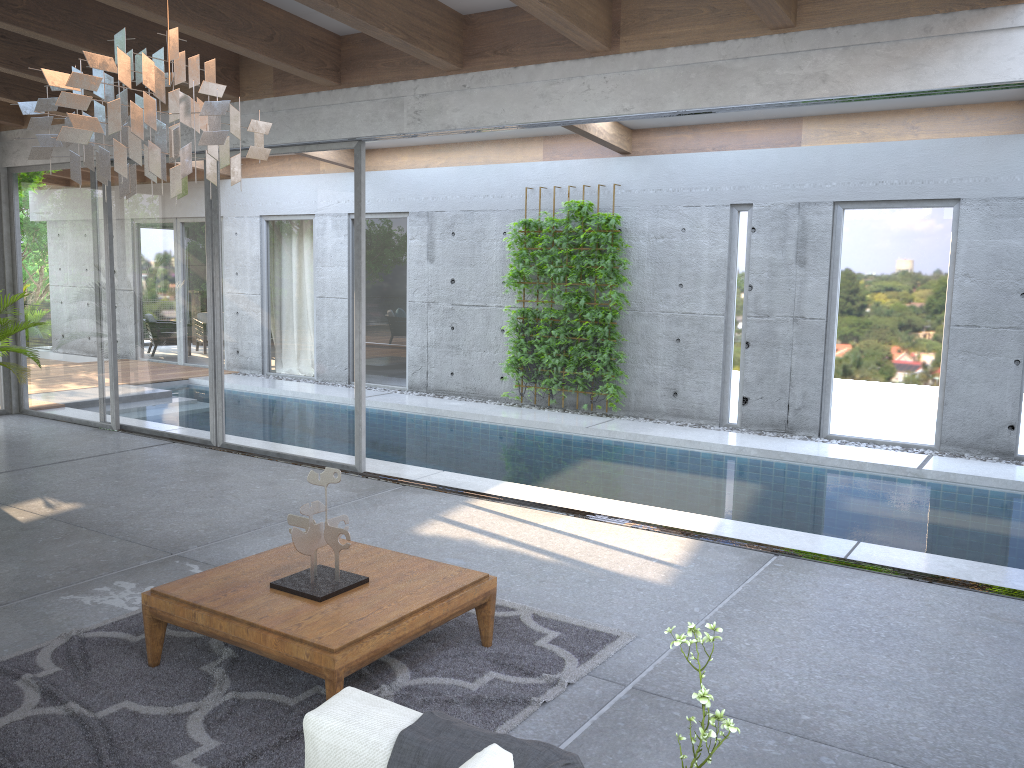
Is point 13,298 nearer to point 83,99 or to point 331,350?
point 331,350

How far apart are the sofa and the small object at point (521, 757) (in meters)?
0.03

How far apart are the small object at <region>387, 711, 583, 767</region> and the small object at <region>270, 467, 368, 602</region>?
1.4m

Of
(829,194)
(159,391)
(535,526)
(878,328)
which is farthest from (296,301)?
(878,328)

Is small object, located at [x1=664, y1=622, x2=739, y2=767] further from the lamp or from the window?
the window

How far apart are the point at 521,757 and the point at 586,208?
8.8 meters

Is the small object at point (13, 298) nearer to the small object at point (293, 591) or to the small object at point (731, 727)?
Answer: the small object at point (293, 591)

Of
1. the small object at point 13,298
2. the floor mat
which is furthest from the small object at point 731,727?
the small object at point 13,298

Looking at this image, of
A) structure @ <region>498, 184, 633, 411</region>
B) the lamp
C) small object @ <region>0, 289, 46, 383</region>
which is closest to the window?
small object @ <region>0, 289, 46, 383</region>

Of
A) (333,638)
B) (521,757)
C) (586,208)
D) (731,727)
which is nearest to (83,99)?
(333,638)
